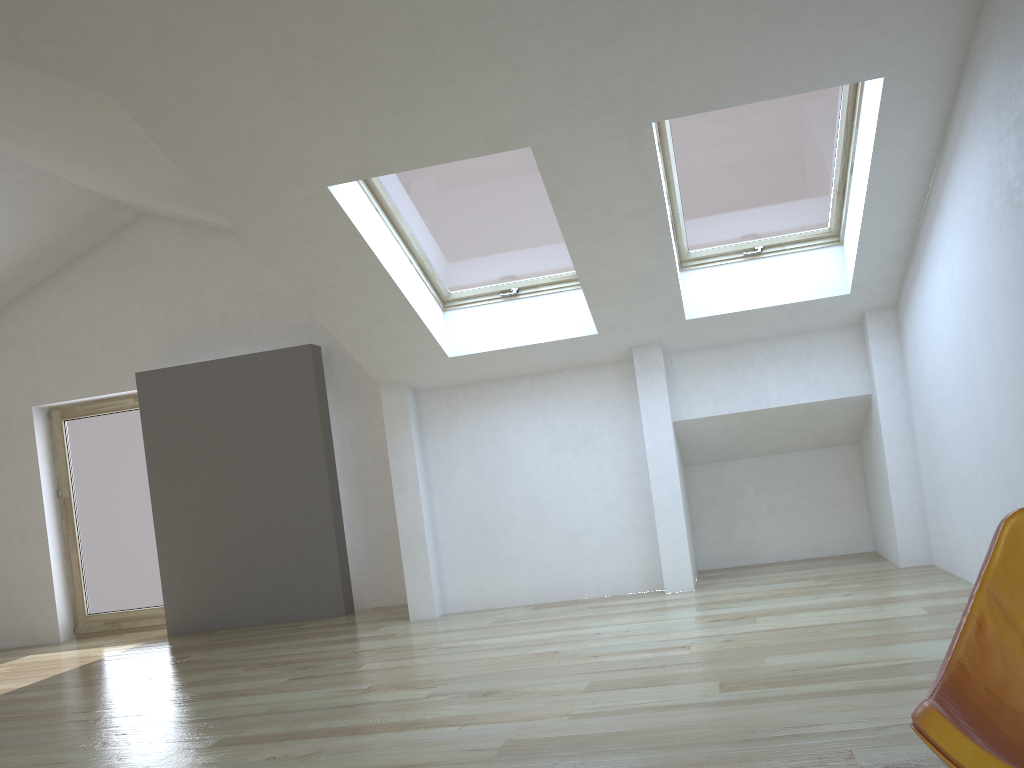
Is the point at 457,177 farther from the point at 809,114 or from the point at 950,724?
the point at 950,724

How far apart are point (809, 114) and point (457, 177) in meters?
1.9

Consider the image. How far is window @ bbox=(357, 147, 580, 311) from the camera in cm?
499

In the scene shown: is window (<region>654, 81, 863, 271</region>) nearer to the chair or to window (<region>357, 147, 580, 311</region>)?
window (<region>357, 147, 580, 311</region>)

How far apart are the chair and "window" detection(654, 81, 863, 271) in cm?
344

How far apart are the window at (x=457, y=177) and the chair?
3.8m

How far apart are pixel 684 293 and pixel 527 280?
1.1 meters

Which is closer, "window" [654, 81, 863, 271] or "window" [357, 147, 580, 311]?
"window" [654, 81, 863, 271]

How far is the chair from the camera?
1.3 meters

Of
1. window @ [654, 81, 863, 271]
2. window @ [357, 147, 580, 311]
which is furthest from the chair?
window @ [357, 147, 580, 311]
